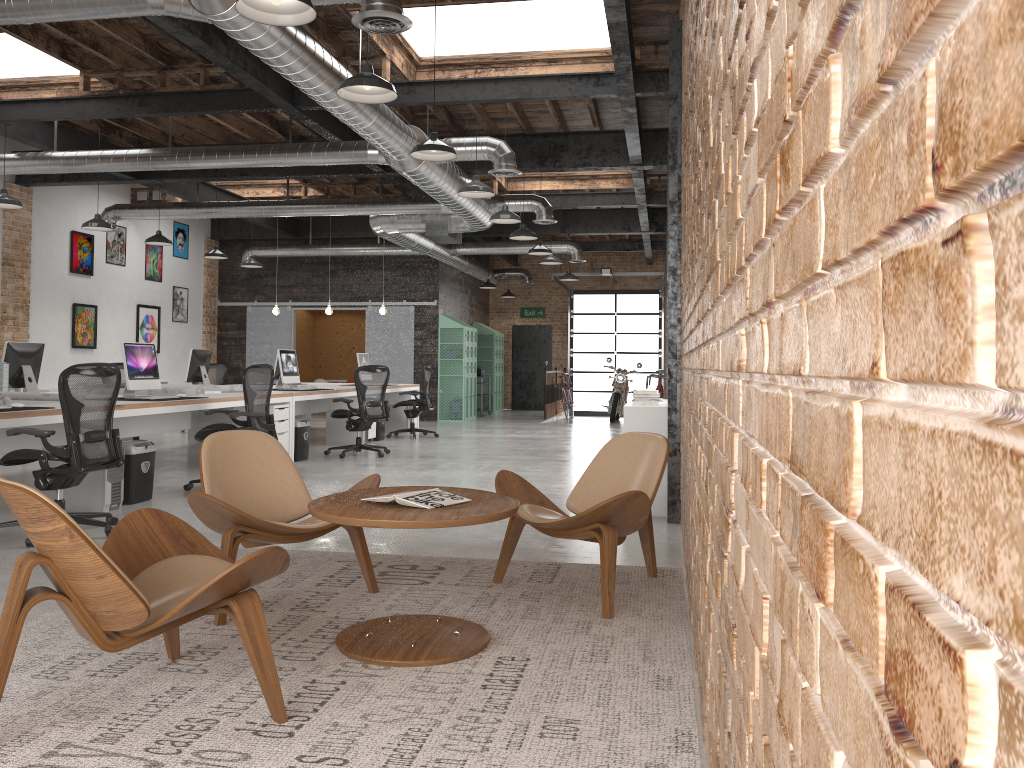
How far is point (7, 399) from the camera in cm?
626

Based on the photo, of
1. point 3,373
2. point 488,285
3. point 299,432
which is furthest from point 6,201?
point 488,285

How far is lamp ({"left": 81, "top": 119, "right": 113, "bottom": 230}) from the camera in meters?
10.5

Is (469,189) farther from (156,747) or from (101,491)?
(156,747)

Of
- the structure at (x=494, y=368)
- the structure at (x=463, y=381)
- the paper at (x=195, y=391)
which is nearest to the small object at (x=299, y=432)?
the paper at (x=195, y=391)

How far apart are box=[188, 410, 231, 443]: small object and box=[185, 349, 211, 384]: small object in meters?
0.9

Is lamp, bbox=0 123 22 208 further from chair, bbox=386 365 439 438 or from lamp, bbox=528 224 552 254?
lamp, bbox=528 224 552 254

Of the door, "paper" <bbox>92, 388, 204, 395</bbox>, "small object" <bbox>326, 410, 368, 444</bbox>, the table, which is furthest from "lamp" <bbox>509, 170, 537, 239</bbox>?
the door

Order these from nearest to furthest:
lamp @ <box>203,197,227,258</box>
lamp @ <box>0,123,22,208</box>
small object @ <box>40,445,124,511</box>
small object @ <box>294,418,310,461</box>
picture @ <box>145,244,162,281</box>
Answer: small object @ <box>40,445,124,511</box>, lamp @ <box>0,123,22,208</box>, small object @ <box>294,418,310,461</box>, lamp @ <box>203,197,227,258</box>, picture @ <box>145,244,162,281</box>

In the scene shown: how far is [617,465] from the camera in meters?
4.6
